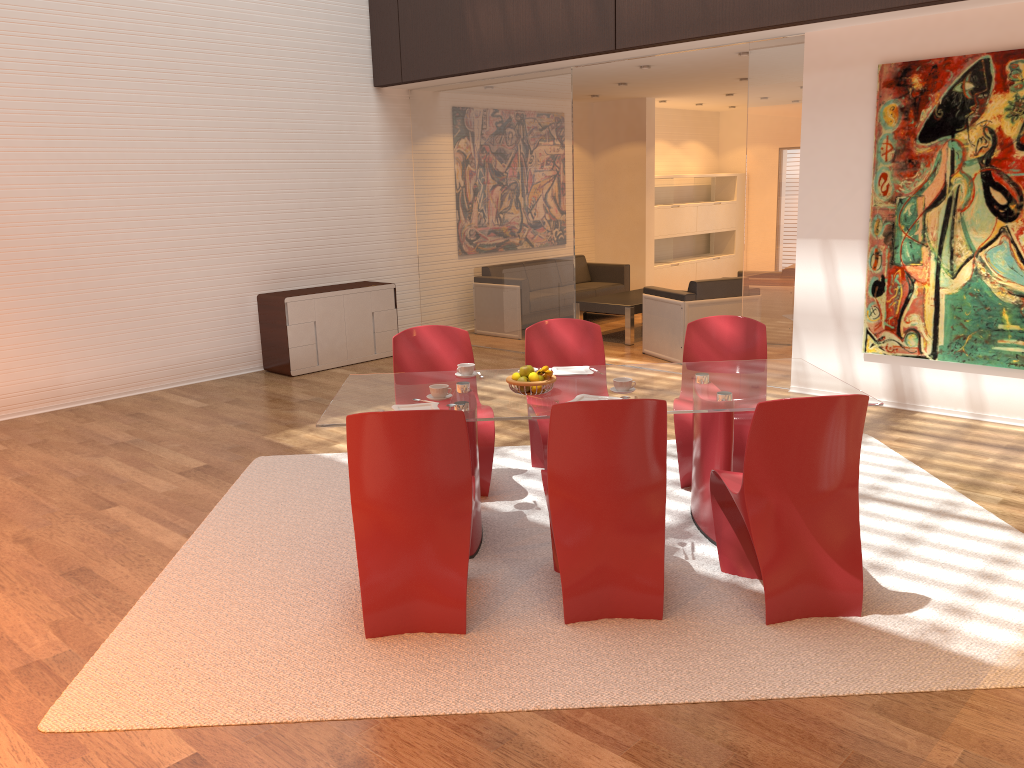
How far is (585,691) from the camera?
3.0 meters

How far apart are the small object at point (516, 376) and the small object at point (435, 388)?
0.33m

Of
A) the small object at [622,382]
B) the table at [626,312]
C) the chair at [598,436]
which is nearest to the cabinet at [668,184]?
the table at [626,312]

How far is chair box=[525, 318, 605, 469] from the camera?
5.1m

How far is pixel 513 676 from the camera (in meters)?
3.11

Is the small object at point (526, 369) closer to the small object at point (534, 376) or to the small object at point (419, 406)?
the small object at point (534, 376)

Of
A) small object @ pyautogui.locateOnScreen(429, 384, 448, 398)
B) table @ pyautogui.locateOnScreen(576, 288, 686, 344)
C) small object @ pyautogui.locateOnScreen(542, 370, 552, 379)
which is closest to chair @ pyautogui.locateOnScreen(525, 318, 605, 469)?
small object @ pyautogui.locateOnScreen(542, 370, 552, 379)

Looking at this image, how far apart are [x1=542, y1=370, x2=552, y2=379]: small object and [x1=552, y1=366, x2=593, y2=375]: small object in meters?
0.4 m

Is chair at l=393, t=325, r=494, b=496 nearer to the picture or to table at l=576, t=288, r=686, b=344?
the picture

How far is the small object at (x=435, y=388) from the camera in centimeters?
402cm
